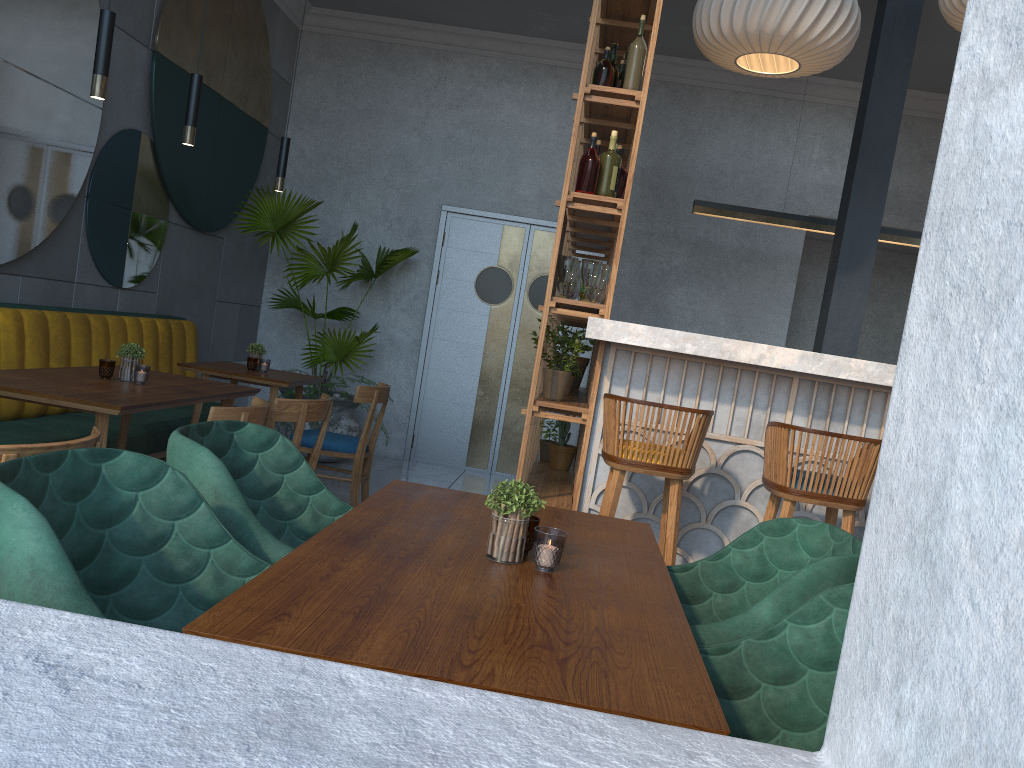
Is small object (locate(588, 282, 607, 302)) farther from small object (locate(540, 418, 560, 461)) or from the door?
the door

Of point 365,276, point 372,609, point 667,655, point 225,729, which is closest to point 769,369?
point 667,655

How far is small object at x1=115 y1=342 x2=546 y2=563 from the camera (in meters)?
1.57

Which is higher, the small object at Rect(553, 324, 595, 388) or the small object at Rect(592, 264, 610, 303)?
the small object at Rect(592, 264, 610, 303)

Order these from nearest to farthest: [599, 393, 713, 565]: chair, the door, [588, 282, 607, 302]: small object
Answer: [599, 393, 713, 565]: chair, [588, 282, 607, 302]: small object, the door

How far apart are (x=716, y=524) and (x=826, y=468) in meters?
0.7

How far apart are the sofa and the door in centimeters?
205cm

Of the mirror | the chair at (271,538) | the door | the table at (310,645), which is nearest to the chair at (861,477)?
the table at (310,645)

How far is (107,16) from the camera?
2.9 meters

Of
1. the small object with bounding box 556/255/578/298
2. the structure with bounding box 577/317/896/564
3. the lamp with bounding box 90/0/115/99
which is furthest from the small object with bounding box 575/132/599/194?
the lamp with bounding box 90/0/115/99
